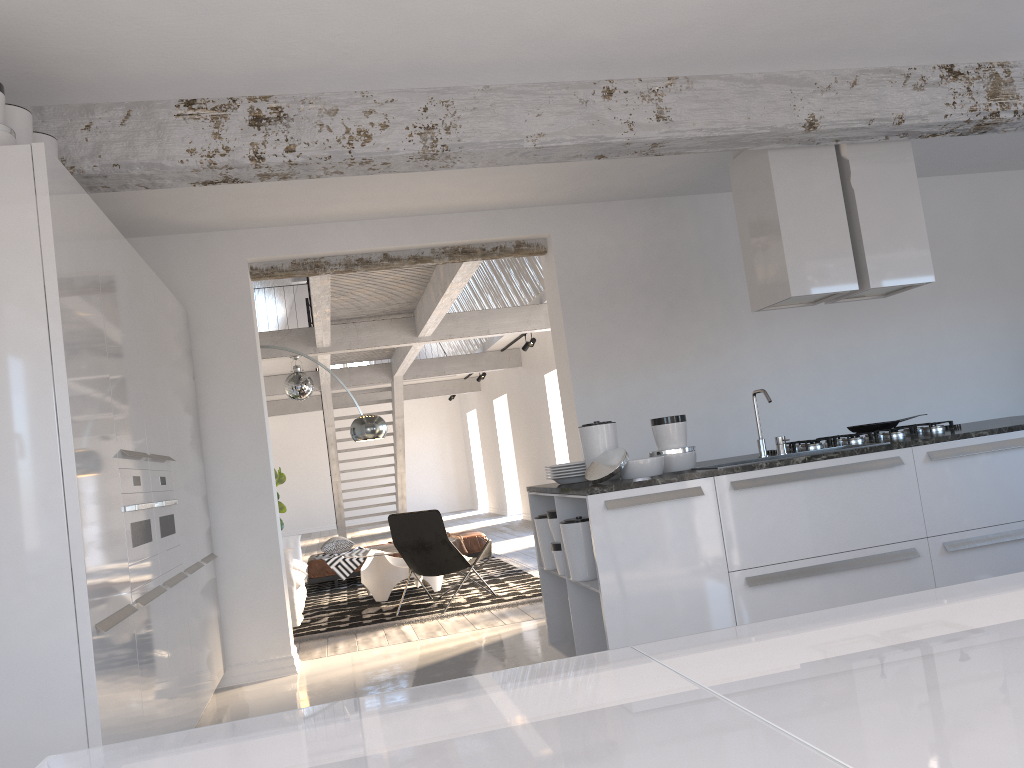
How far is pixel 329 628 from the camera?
7.1m

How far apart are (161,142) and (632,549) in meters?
2.7

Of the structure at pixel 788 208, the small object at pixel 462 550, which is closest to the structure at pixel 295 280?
the small object at pixel 462 550

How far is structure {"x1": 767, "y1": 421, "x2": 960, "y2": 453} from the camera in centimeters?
477cm

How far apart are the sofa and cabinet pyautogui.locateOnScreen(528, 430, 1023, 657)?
3.2 meters

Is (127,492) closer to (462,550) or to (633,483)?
(633,483)

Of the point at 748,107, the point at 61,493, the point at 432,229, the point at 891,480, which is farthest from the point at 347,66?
the point at 891,480

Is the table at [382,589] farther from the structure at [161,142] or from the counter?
the structure at [161,142]

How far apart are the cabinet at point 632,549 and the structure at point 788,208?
1.0 meters

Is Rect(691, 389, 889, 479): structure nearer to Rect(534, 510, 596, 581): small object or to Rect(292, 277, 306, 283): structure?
Rect(534, 510, 596, 581): small object
